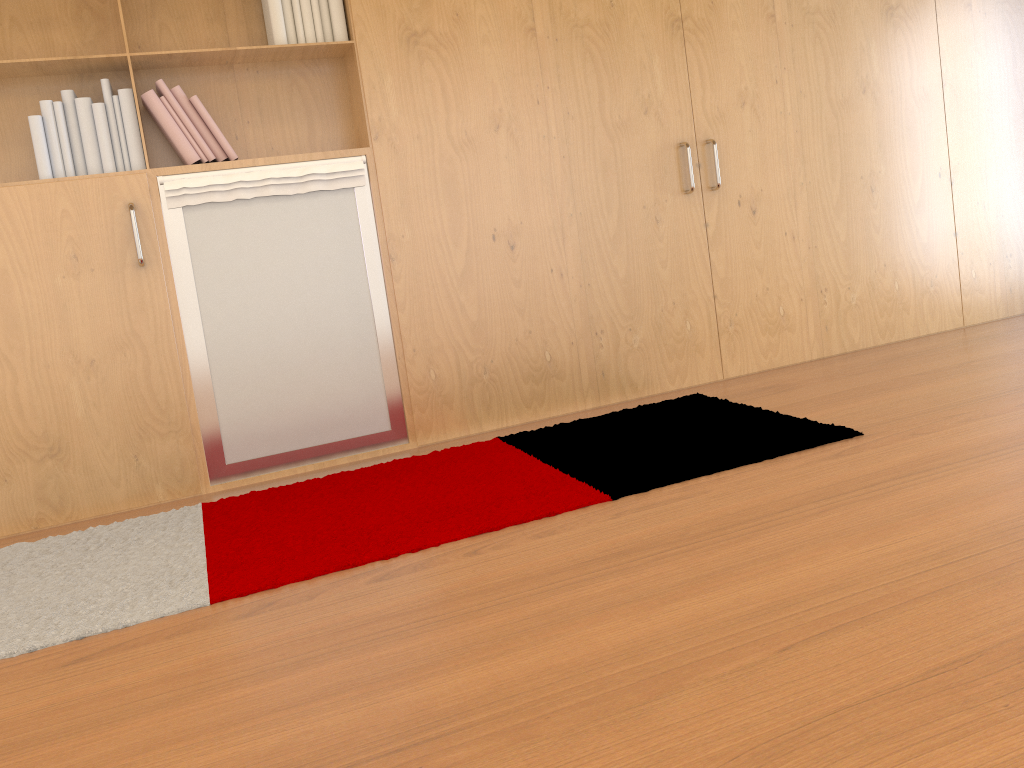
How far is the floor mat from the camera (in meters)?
2.15

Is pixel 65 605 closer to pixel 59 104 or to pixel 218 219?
pixel 218 219

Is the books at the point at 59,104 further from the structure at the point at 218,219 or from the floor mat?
the floor mat

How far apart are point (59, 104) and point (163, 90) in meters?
0.3 m

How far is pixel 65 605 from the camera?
2.1 meters

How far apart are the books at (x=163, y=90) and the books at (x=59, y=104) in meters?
0.0

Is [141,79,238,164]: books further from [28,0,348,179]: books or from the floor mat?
the floor mat

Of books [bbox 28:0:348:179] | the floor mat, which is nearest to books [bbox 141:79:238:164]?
books [bbox 28:0:348:179]

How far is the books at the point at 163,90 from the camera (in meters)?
2.90

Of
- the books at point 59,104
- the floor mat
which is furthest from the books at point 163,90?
the floor mat
